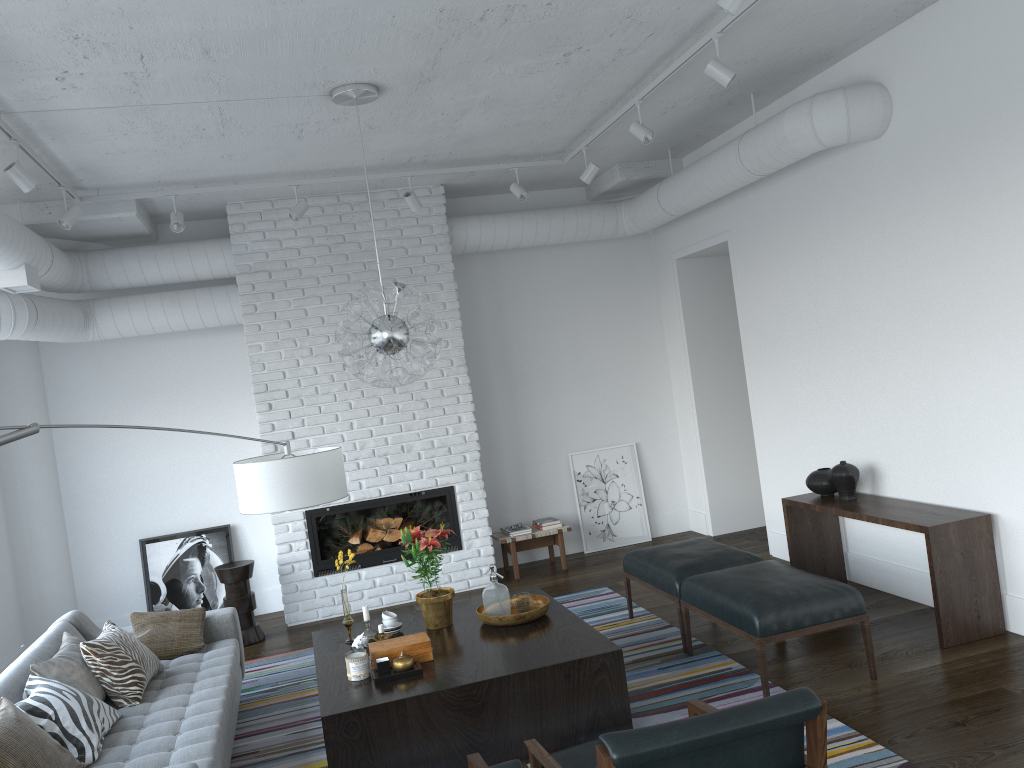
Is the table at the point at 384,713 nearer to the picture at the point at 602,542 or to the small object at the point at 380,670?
the small object at the point at 380,670

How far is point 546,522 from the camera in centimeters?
735cm

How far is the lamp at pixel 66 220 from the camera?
5.29m

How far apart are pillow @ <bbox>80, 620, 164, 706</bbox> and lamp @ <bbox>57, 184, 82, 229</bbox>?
2.39m

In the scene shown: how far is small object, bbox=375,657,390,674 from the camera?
3.94m

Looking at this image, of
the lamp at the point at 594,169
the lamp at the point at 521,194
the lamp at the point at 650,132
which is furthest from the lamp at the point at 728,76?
the lamp at the point at 521,194

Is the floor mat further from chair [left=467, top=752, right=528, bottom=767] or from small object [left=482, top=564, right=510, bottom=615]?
chair [left=467, top=752, right=528, bottom=767]

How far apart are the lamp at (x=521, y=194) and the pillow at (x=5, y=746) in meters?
4.4 m

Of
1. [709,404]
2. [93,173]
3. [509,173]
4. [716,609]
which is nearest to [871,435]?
[716,609]

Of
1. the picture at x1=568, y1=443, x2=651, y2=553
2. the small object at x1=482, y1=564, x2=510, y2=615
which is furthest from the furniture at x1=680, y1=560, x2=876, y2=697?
the picture at x1=568, y1=443, x2=651, y2=553
